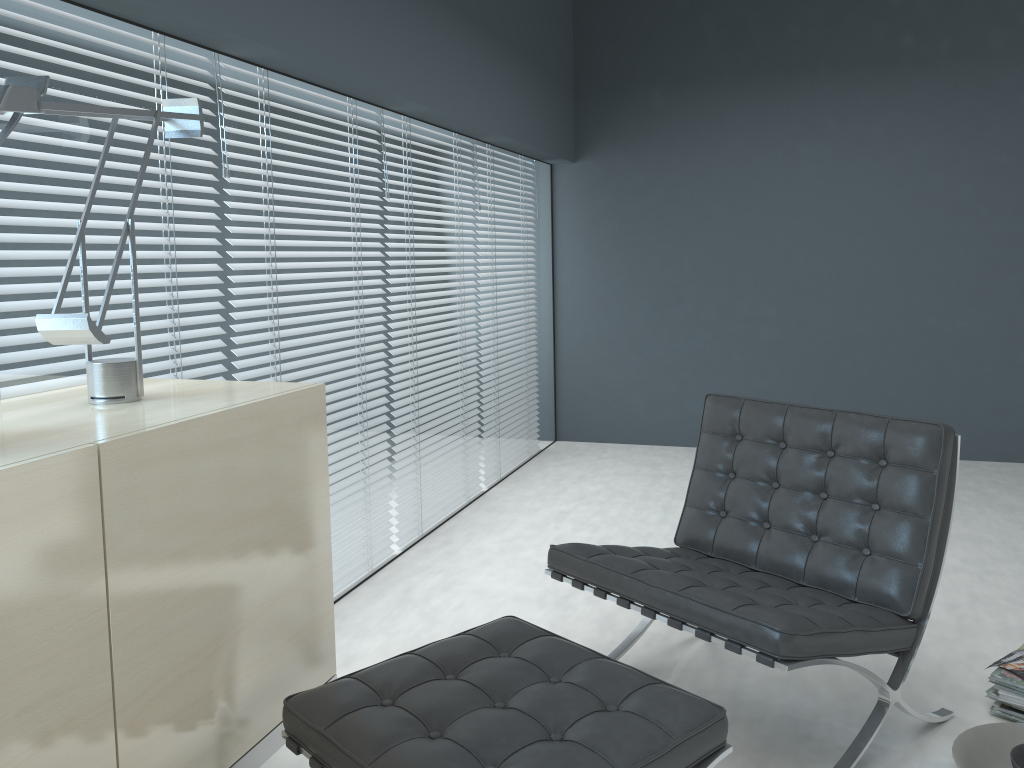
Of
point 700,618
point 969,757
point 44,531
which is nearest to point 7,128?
point 44,531

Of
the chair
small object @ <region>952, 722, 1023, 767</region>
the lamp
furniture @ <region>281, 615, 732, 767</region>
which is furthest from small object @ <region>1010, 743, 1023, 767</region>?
the lamp

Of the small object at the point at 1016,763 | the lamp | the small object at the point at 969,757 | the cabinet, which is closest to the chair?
the small object at the point at 969,757

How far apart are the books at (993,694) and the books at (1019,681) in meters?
0.0

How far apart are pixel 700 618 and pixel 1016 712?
0.93m

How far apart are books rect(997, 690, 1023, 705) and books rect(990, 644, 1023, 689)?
0.0m

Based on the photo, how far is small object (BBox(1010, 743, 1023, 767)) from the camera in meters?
1.9 m

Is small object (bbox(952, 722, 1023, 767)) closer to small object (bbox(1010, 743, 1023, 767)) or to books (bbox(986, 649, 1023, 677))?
small object (bbox(1010, 743, 1023, 767))

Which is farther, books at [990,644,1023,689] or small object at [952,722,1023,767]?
books at [990,644,1023,689]

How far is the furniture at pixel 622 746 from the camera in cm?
143
